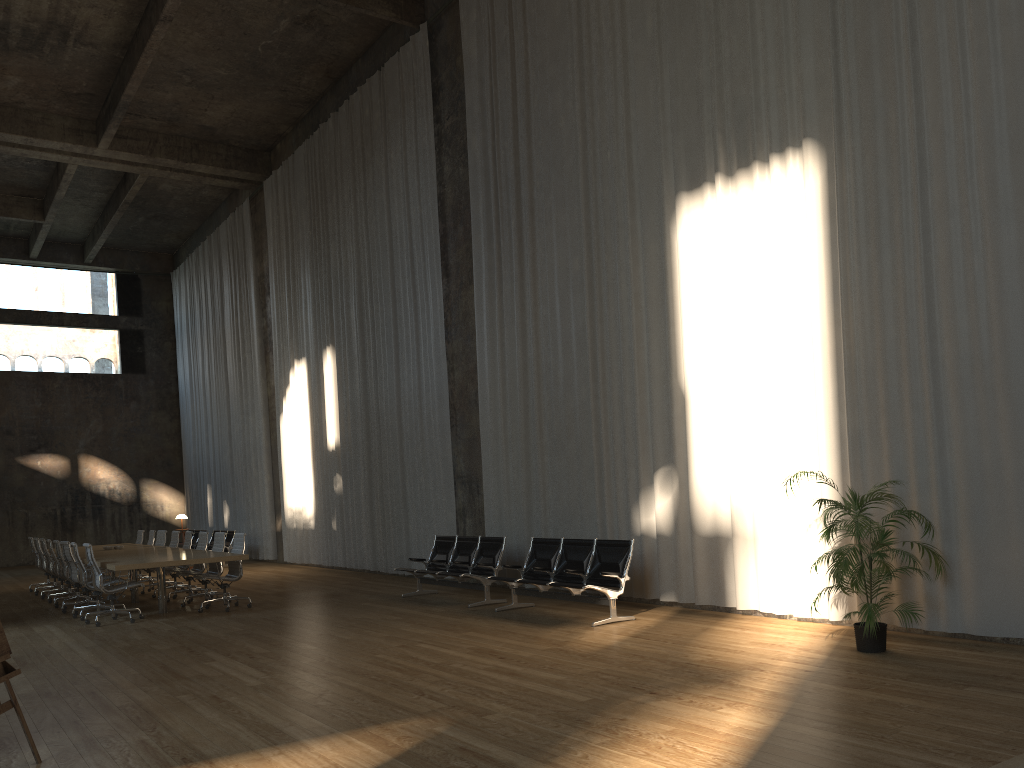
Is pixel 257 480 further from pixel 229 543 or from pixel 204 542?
pixel 204 542

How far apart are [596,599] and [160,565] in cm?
535

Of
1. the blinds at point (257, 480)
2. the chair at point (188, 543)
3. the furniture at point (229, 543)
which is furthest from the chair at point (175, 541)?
the blinds at point (257, 480)

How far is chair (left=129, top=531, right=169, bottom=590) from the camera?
15.6 meters

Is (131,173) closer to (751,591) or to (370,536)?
(370,536)

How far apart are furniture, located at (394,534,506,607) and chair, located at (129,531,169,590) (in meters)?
5.93

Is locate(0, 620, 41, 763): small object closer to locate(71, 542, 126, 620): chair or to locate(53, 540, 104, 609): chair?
locate(71, 542, 126, 620): chair

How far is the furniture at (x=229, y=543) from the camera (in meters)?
20.17

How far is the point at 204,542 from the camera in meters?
13.3 m

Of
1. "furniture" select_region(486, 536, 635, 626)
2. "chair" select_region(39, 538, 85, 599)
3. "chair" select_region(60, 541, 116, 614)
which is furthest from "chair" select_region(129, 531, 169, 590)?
"furniture" select_region(486, 536, 635, 626)
